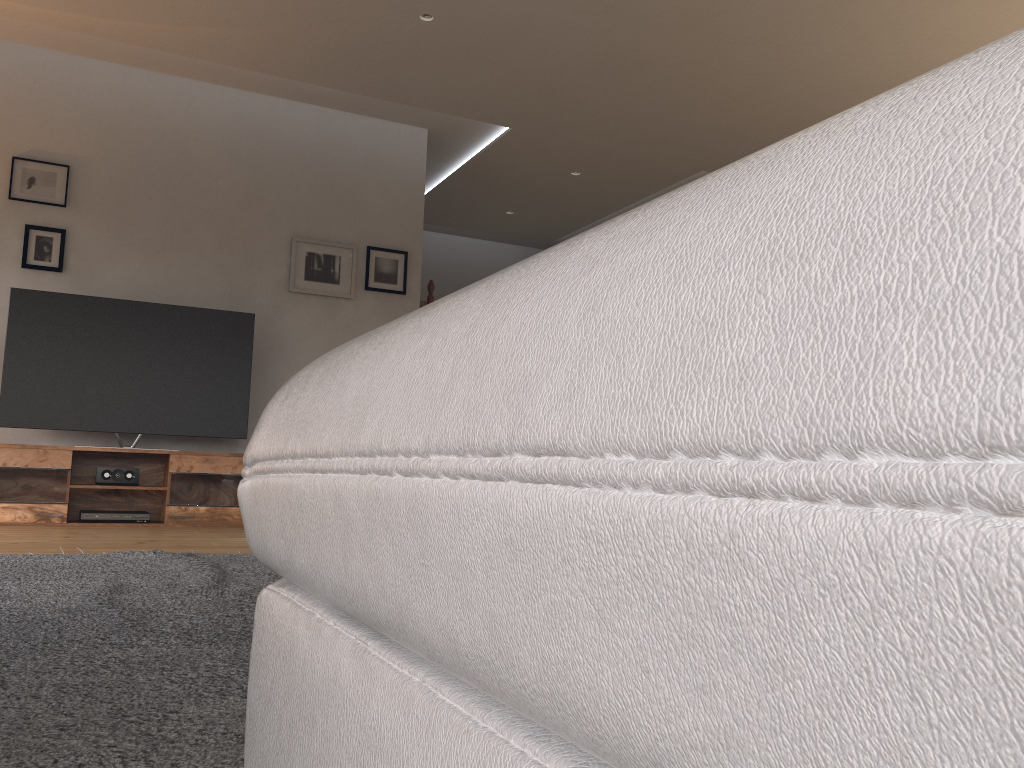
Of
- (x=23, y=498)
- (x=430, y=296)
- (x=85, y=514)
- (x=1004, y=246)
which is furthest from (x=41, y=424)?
(x=1004, y=246)

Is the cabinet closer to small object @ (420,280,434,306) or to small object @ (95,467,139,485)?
small object @ (95,467,139,485)

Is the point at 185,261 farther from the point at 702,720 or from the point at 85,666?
the point at 702,720

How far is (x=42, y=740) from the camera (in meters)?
1.04

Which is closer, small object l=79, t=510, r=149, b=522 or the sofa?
the sofa

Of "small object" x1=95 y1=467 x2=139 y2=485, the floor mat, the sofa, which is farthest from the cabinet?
the sofa

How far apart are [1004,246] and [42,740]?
1.18m

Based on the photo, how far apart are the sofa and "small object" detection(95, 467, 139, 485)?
4.7 meters

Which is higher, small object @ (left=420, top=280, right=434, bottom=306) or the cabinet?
small object @ (left=420, top=280, right=434, bottom=306)

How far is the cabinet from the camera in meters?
4.7
